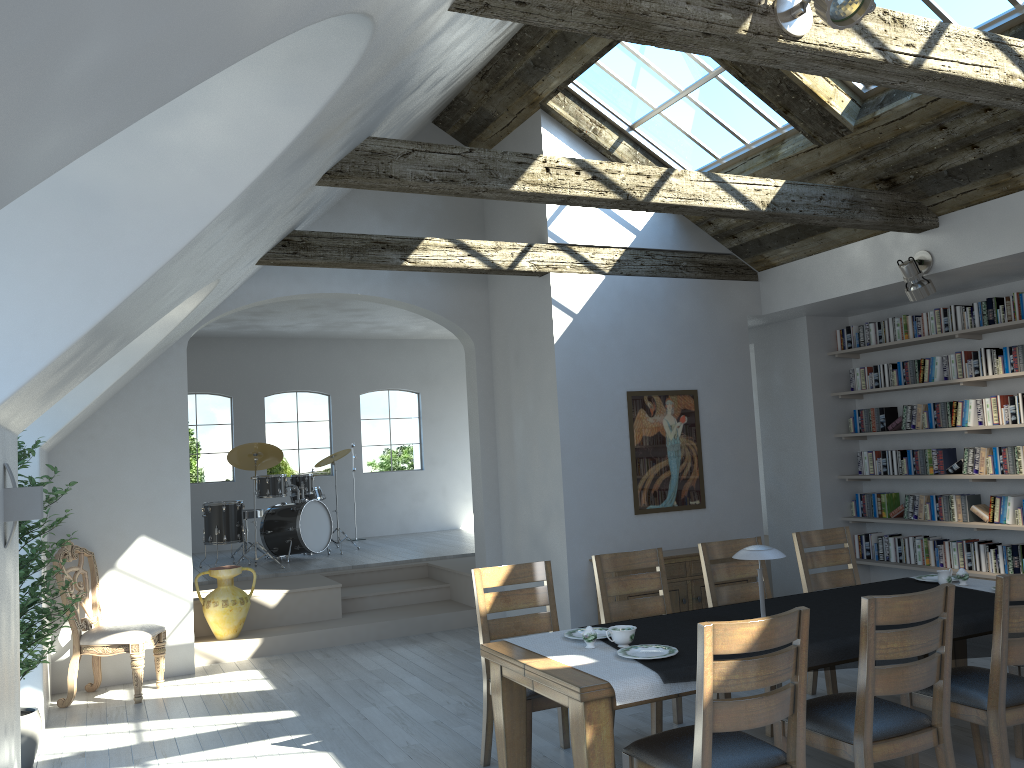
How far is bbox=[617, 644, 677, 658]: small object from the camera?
3.65m

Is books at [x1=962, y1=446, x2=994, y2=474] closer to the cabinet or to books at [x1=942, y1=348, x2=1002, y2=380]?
books at [x1=942, y1=348, x2=1002, y2=380]

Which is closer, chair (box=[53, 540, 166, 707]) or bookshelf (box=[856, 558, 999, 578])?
chair (box=[53, 540, 166, 707])

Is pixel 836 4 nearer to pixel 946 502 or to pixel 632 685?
pixel 632 685

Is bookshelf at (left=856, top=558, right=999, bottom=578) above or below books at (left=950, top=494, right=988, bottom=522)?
below

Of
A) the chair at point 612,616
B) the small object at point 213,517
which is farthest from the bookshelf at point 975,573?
the small object at point 213,517

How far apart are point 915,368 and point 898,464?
0.89m

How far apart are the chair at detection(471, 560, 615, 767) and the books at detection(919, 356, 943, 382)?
4.50m

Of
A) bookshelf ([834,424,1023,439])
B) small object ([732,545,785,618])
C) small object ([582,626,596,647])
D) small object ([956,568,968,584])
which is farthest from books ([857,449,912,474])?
small object ([582,626,596,647])

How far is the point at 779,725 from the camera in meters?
3.7 m
